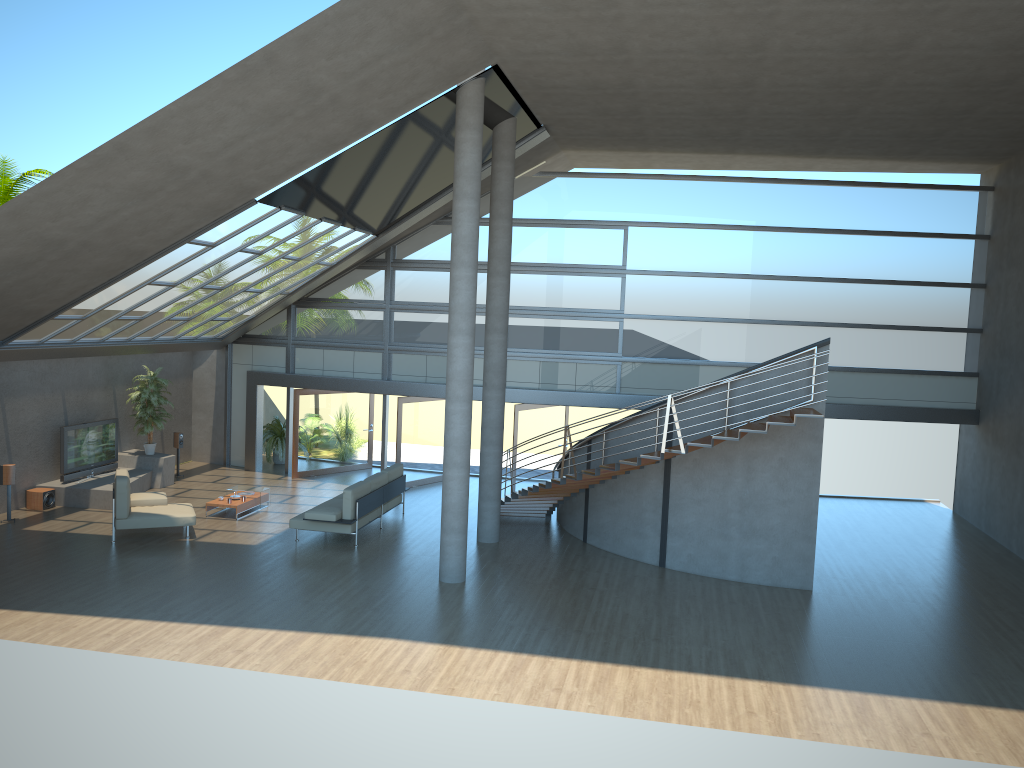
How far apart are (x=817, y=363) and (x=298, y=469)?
11.7 meters

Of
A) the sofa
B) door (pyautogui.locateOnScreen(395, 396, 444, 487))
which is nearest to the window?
door (pyautogui.locateOnScreen(395, 396, 444, 487))

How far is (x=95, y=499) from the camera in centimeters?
1590cm

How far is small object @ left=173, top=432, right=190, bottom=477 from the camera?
19.00m

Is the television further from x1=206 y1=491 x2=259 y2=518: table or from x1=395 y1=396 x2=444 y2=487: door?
x1=395 y1=396 x2=444 y2=487: door

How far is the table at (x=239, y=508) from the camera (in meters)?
15.62

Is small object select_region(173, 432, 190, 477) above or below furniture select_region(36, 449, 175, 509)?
above

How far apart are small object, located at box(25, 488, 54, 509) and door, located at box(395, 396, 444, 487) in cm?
649

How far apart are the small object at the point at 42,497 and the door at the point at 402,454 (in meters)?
6.49

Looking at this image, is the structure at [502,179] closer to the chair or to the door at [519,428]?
the door at [519,428]
